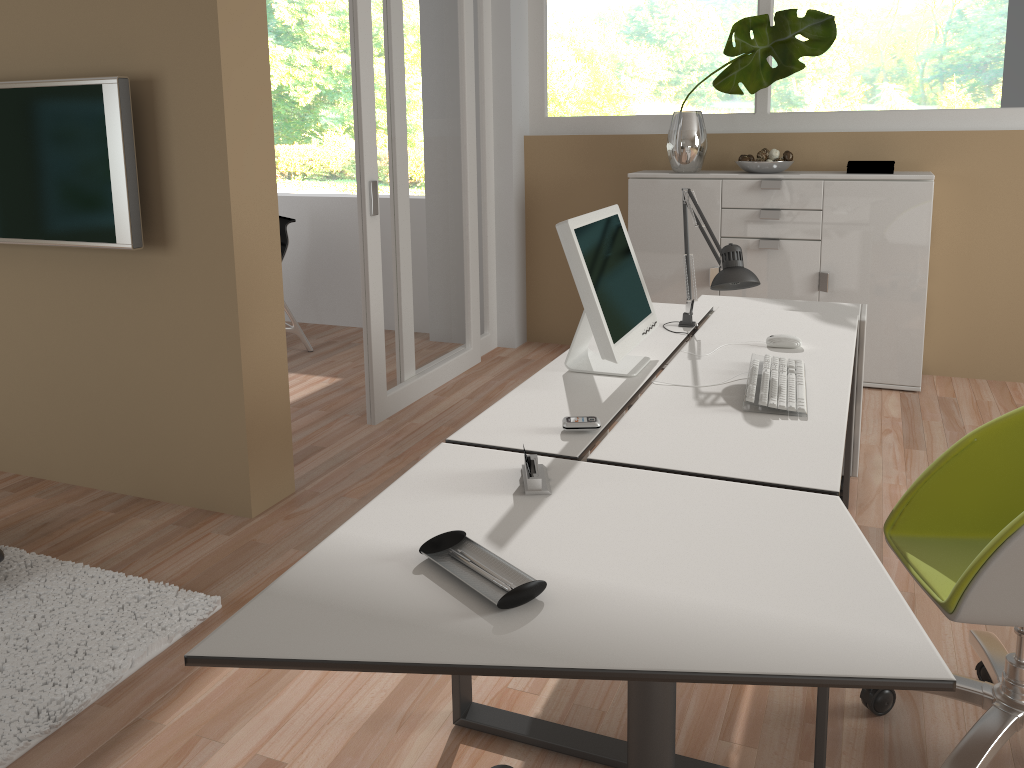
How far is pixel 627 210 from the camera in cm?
517

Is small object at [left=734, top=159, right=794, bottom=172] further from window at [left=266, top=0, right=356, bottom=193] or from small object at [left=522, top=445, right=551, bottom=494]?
window at [left=266, top=0, right=356, bottom=193]

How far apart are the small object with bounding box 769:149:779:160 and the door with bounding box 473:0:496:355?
1.60m

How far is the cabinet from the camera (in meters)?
4.31

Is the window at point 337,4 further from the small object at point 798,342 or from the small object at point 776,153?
the small object at point 798,342

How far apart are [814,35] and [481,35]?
1.78m

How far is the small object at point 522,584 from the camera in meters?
1.3 m

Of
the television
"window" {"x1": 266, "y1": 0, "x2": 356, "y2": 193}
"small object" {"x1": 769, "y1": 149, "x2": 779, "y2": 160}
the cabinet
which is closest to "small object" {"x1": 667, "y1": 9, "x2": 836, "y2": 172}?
the cabinet

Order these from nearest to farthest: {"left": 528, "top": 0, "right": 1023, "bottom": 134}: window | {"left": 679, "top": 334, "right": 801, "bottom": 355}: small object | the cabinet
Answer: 1. {"left": 679, "top": 334, "right": 801, "bottom": 355}: small object
2. the cabinet
3. {"left": 528, "top": 0, "right": 1023, "bottom": 134}: window

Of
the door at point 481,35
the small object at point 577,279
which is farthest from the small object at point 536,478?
the door at point 481,35
